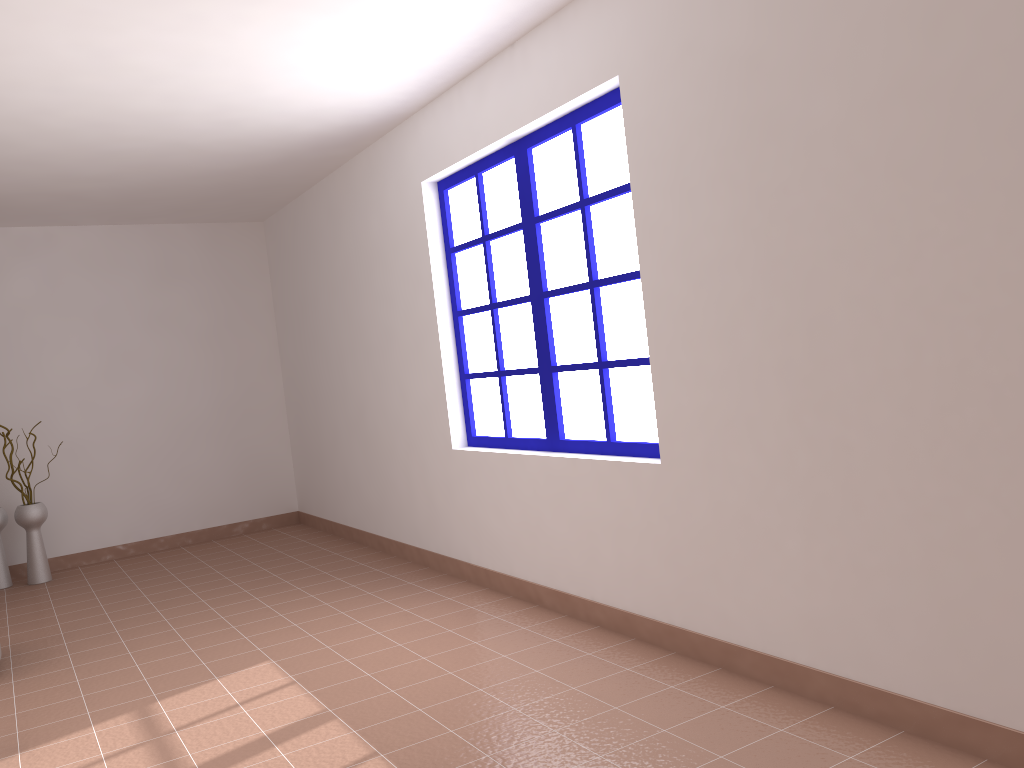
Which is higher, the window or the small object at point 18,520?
the window

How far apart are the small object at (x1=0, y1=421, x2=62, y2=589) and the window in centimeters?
328cm

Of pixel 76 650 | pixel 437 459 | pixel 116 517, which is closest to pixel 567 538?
pixel 437 459

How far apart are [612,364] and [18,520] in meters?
4.5

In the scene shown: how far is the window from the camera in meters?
3.6

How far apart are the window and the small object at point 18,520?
3.3m

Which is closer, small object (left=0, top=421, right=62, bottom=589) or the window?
the window

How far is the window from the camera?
3.6 meters

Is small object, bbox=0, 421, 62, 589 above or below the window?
below

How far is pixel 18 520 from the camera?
6.0m
